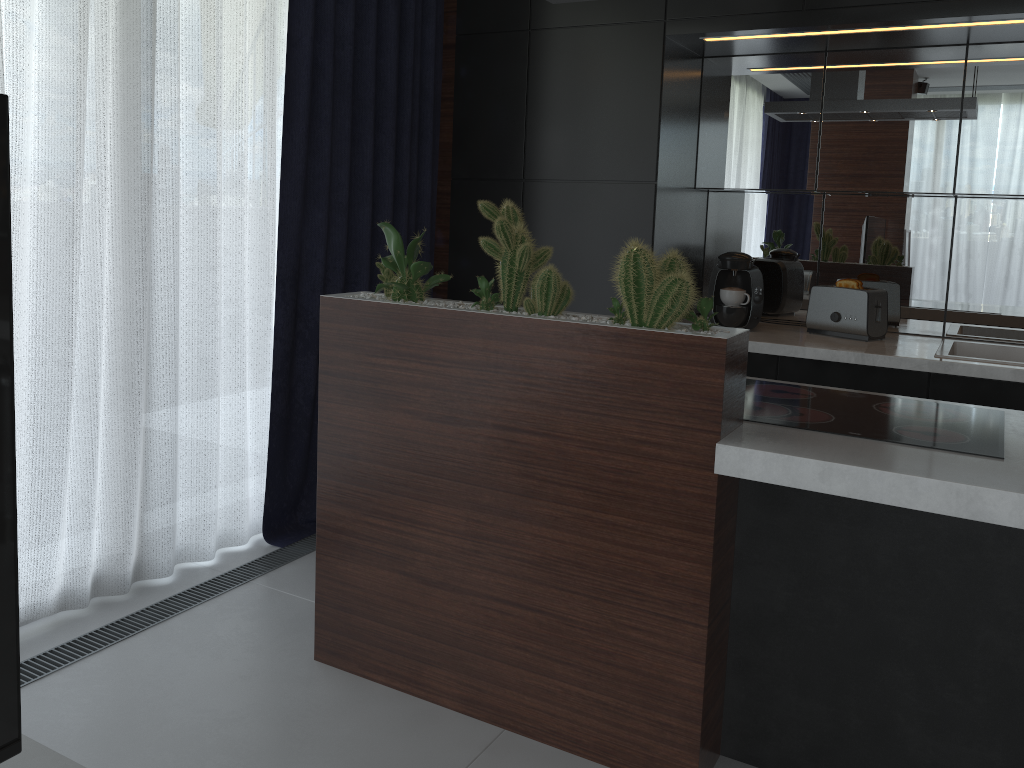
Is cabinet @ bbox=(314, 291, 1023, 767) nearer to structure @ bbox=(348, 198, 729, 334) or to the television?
structure @ bbox=(348, 198, 729, 334)

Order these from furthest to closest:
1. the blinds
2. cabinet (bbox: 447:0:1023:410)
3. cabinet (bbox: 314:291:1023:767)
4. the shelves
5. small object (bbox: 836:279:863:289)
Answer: small object (bbox: 836:279:863:289), cabinet (bbox: 447:0:1023:410), the blinds, cabinet (bbox: 314:291:1023:767), the shelves

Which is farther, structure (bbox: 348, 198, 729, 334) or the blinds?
the blinds

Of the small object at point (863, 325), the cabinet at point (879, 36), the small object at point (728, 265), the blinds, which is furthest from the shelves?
the small object at point (863, 325)

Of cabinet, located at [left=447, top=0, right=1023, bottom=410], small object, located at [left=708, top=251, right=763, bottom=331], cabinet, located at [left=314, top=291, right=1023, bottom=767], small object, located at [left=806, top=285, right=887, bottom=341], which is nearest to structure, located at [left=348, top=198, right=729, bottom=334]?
cabinet, located at [left=314, top=291, right=1023, bottom=767]

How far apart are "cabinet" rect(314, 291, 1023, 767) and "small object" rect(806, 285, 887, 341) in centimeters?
119cm

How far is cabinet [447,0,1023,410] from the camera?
3.1m

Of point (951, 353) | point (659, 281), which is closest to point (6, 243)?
point (659, 281)

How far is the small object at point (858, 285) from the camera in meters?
3.3

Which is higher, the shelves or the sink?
the sink
